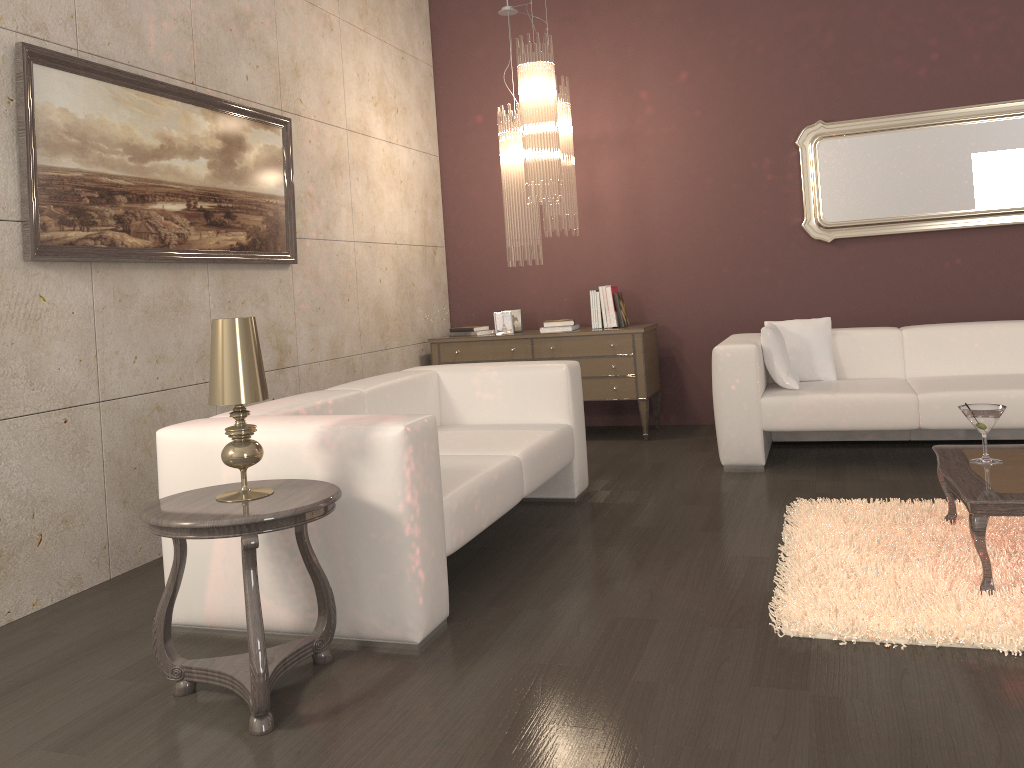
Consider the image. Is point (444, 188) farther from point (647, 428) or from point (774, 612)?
point (774, 612)

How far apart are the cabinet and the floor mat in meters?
2.0

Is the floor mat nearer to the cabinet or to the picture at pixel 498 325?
the cabinet

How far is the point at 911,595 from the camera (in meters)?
2.68

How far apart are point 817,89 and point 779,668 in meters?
4.5 m

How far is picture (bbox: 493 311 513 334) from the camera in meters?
6.1 m

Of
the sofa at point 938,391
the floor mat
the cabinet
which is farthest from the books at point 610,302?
the floor mat

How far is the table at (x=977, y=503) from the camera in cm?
262

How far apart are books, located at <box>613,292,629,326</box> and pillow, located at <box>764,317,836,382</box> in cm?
111

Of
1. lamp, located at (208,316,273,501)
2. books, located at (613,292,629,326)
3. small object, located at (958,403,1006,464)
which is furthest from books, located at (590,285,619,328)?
lamp, located at (208,316,273,501)
